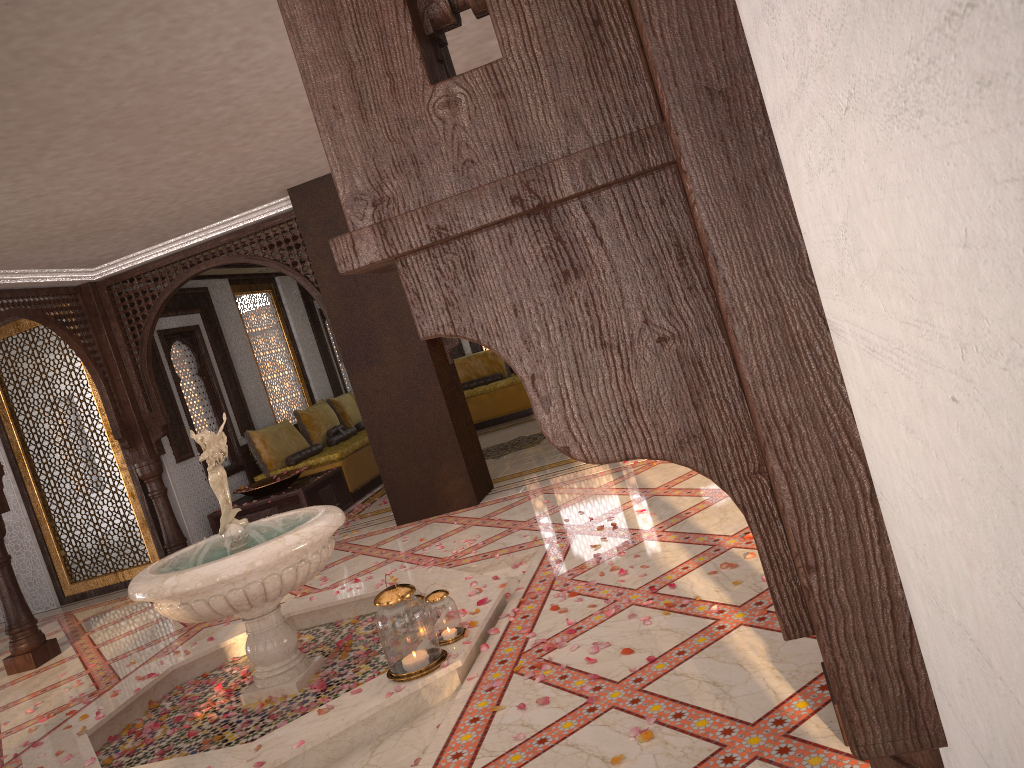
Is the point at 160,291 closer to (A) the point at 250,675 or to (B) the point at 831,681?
(A) the point at 250,675

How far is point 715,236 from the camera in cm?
42

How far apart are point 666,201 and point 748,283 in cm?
11

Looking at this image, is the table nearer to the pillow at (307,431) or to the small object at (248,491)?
the small object at (248,491)

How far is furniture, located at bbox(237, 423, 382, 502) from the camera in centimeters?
928cm

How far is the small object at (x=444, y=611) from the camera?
3.94m

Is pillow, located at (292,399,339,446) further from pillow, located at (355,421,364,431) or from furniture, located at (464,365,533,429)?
Answer: furniture, located at (464,365,533,429)

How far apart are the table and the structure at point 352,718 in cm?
249

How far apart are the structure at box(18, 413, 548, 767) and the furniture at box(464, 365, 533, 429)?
6.7m

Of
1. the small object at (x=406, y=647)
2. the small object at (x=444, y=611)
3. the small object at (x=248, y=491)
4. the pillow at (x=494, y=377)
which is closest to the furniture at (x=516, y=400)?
the pillow at (x=494, y=377)
